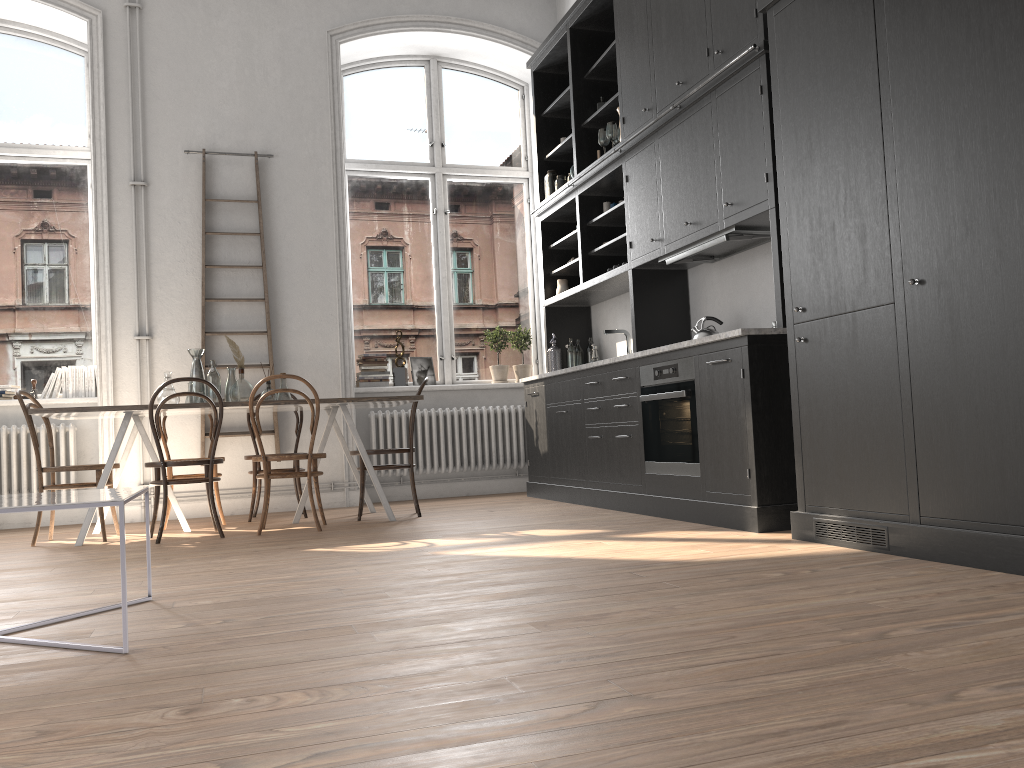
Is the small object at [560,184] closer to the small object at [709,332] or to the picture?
the picture

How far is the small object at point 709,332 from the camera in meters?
5.1

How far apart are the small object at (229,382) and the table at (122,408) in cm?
18

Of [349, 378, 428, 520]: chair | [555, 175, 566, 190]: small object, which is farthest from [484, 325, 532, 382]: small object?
[349, 378, 428, 520]: chair

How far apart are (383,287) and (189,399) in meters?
2.5

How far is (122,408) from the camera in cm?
498

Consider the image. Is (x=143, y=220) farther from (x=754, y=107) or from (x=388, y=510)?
(x=754, y=107)

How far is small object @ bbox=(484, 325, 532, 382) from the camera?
7.8m

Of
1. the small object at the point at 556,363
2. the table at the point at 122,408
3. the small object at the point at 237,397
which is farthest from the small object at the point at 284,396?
the small object at the point at 556,363

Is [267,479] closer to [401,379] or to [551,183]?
[401,379]
